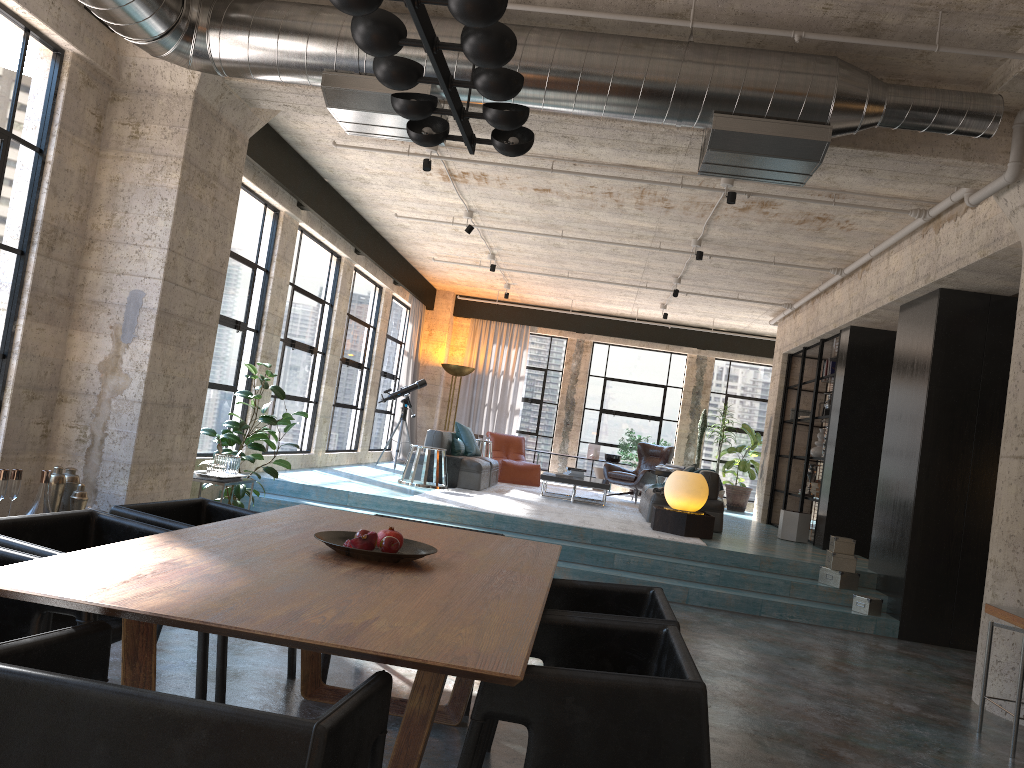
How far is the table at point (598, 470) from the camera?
15.45m

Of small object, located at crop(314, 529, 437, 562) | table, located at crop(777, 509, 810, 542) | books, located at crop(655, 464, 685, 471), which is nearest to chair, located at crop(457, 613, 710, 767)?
small object, located at crop(314, 529, 437, 562)

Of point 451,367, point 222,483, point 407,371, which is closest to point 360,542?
point 222,483

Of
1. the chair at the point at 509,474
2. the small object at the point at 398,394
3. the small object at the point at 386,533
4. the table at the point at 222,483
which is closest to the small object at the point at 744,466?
the chair at the point at 509,474

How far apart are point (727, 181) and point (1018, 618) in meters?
4.2

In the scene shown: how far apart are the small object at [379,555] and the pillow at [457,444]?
8.6m

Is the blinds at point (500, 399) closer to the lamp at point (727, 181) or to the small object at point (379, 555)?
the lamp at point (727, 181)

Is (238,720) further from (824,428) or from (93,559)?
(824,428)

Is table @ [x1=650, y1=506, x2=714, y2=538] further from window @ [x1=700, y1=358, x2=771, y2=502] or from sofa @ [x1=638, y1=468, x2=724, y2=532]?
window @ [x1=700, y1=358, x2=771, y2=502]

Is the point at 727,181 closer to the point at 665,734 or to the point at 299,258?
the point at 299,258
